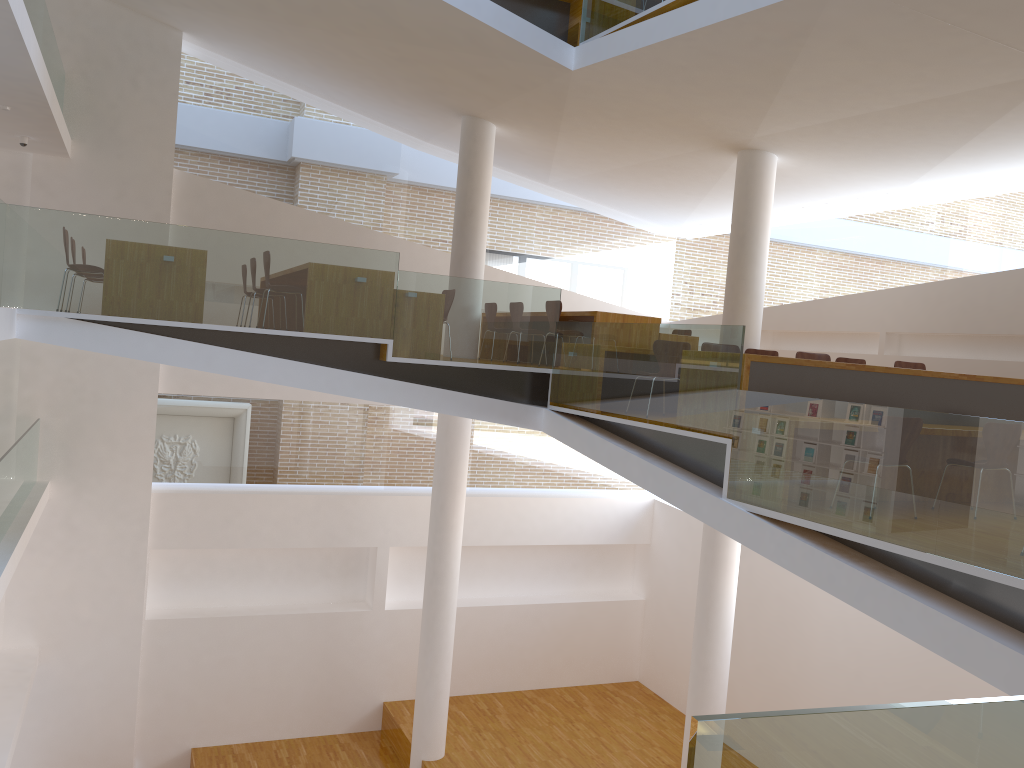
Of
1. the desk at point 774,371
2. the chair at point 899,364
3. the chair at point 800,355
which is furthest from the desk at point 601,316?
the desk at point 774,371

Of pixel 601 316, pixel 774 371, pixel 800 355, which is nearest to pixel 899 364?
pixel 800 355

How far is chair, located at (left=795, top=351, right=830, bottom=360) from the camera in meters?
7.7 m

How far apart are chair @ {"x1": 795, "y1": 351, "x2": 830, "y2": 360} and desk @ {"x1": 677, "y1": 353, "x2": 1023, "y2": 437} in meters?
1.0

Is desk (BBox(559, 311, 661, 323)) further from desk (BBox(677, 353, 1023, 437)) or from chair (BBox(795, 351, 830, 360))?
desk (BBox(677, 353, 1023, 437))

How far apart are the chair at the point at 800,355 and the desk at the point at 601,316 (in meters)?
1.77

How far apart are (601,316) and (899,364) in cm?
280

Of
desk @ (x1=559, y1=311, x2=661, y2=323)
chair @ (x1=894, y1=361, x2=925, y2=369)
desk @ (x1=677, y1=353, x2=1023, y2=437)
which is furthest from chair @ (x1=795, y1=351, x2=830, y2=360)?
desk @ (x1=559, y1=311, x2=661, y2=323)

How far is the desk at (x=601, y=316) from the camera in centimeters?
885cm

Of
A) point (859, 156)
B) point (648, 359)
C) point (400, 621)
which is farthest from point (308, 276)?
point (400, 621)
